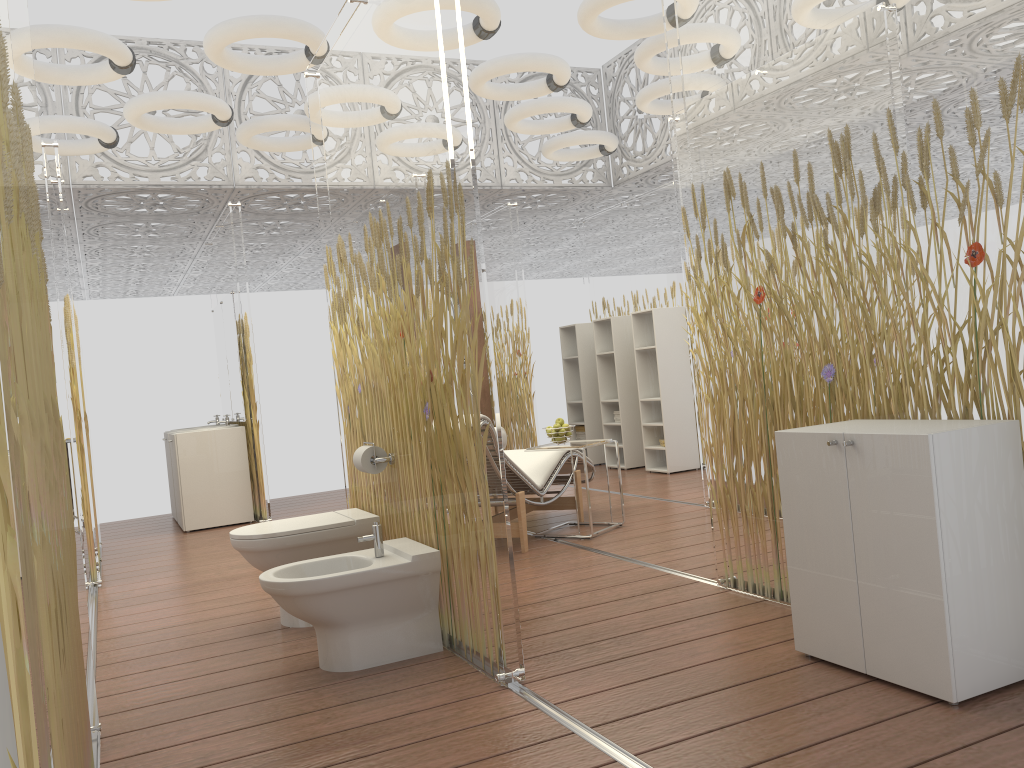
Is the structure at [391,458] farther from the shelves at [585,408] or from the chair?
the shelves at [585,408]

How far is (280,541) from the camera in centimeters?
373cm

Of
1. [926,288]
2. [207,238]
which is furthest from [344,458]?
[207,238]

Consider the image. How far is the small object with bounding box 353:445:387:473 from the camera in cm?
365

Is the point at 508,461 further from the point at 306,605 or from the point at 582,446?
Answer: the point at 306,605

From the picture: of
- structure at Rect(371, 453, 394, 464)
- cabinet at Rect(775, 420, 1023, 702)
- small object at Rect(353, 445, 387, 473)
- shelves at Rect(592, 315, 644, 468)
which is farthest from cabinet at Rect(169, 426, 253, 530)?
cabinet at Rect(775, 420, 1023, 702)

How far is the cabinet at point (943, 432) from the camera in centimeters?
235cm

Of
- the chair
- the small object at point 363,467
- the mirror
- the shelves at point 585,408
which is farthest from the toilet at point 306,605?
the shelves at point 585,408

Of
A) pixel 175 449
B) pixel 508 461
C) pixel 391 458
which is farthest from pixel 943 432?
Result: pixel 175 449

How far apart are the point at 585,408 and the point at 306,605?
6.2m
